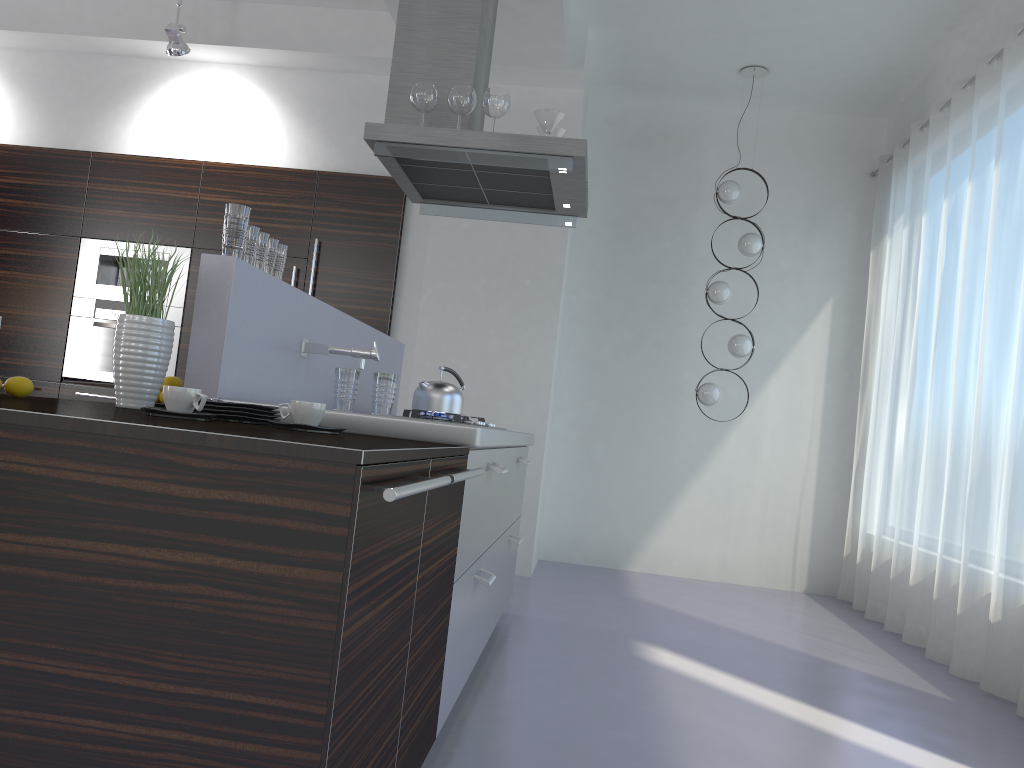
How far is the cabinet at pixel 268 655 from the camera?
1.26m

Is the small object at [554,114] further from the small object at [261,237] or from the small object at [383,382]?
the small object at [383,382]

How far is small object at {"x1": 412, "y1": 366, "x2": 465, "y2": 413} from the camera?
3.7m

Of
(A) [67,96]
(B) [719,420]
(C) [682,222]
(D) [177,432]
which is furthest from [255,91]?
(D) [177,432]

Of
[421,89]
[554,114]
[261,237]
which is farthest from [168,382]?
[554,114]

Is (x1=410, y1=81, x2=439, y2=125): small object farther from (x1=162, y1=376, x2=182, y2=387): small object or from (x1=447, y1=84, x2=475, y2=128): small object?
(x1=162, y1=376, x2=182, y2=387): small object

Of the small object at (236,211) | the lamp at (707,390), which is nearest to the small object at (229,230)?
the small object at (236,211)

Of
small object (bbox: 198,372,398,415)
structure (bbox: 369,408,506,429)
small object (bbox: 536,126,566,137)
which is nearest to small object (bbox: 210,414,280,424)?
small object (bbox: 198,372,398,415)

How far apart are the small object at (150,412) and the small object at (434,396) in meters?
1.9

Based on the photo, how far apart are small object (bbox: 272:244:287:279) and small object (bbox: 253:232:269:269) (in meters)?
0.15
